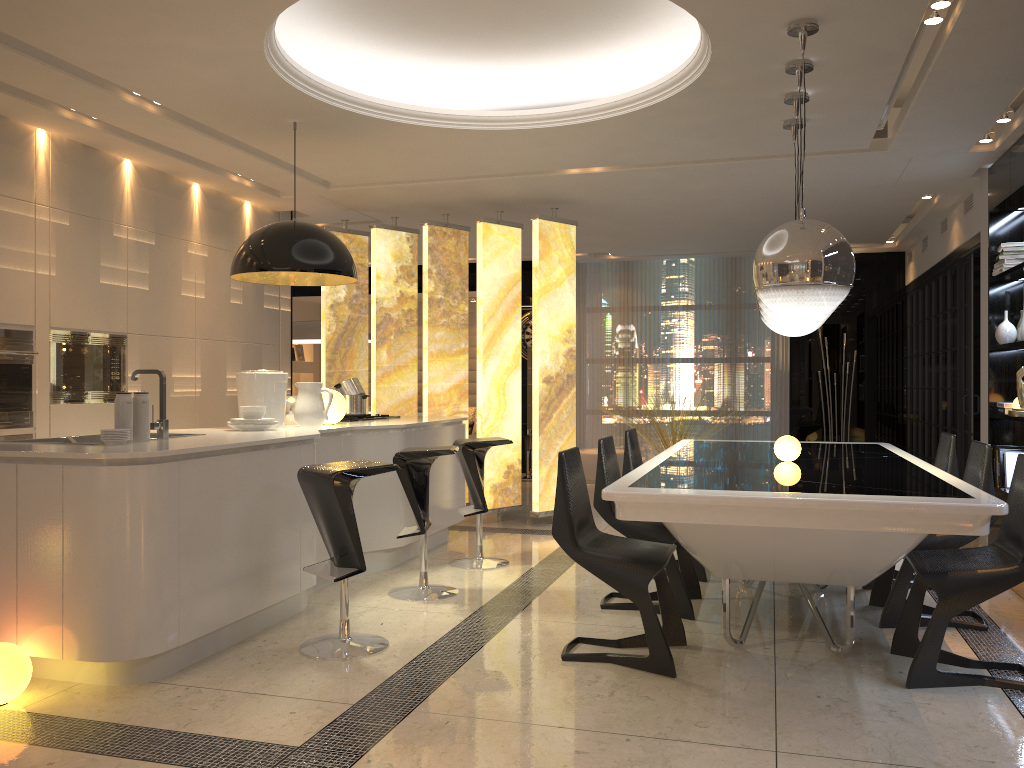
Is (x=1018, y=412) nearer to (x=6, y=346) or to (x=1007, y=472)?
(x=1007, y=472)

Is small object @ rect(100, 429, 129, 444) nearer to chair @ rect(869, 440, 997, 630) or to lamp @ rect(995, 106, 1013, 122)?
chair @ rect(869, 440, 997, 630)

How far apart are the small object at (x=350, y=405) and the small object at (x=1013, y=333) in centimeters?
429cm

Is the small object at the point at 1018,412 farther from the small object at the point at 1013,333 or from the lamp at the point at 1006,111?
the lamp at the point at 1006,111

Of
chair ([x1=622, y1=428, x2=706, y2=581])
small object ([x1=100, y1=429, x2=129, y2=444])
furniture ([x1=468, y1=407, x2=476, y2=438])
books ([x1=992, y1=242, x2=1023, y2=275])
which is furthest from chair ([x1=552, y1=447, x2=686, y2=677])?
furniture ([x1=468, y1=407, x2=476, y2=438])

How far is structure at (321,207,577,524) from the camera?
7.1 meters

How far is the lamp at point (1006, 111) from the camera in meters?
5.1 m

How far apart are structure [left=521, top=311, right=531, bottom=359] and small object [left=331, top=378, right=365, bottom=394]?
5.2 meters

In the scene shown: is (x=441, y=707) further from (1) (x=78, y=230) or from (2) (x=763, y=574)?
(1) (x=78, y=230)

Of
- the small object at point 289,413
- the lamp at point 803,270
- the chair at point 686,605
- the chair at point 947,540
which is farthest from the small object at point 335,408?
the chair at point 947,540
